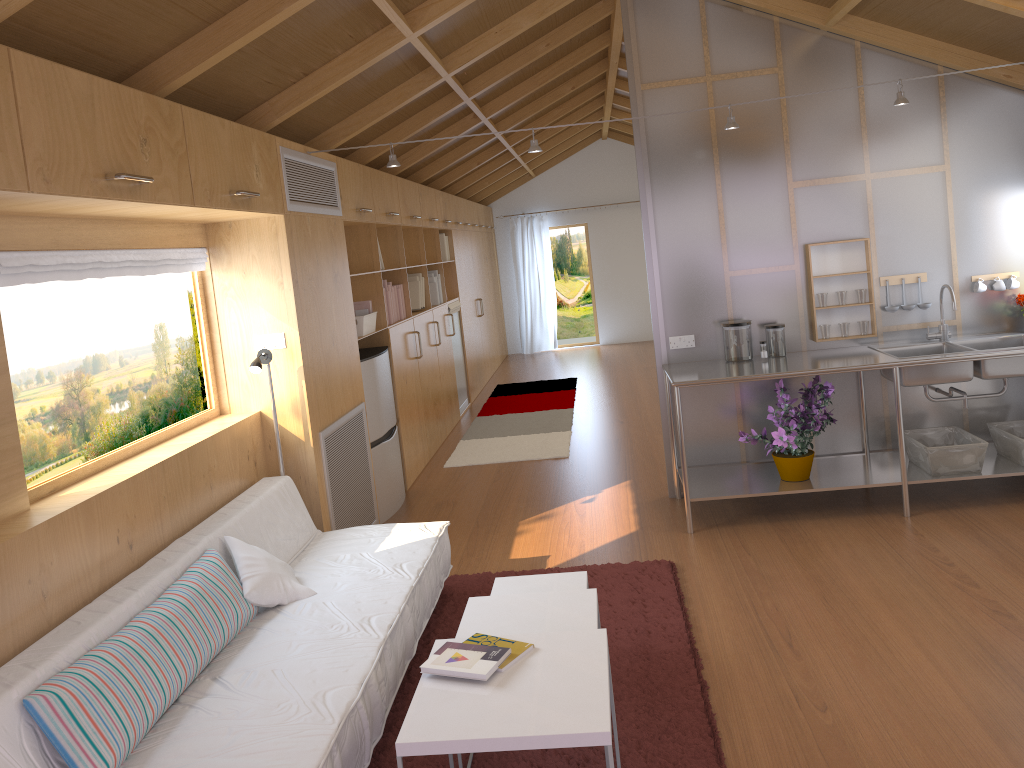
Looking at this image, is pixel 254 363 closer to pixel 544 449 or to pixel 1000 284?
pixel 544 449

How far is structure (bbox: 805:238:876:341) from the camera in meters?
4.9

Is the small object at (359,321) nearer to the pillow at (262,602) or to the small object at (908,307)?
the pillow at (262,602)

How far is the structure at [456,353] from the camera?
8.59m

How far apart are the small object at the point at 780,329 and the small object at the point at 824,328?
0.2m

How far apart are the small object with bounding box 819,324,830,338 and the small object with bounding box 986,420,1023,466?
0.97m

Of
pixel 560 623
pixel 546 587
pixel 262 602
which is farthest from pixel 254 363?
pixel 560 623

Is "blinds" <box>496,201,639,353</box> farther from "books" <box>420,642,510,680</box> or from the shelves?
"books" <box>420,642,510,680</box>

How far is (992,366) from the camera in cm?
438

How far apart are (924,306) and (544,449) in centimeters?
292cm
